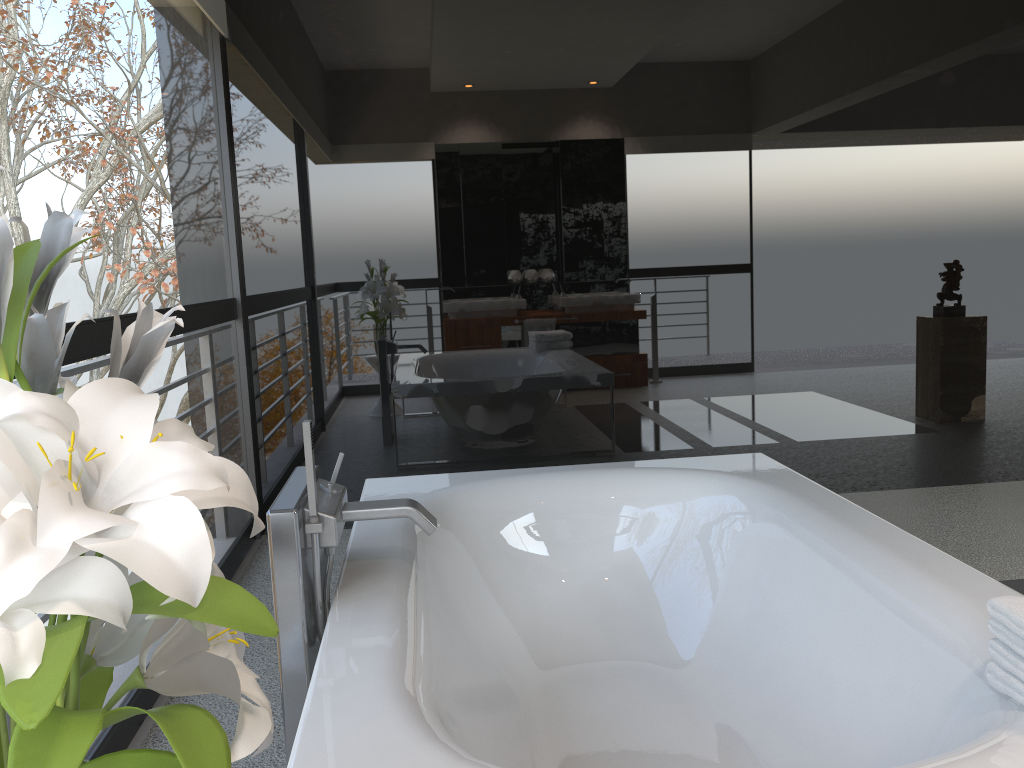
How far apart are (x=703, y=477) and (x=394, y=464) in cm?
175

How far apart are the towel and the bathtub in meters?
0.0 m

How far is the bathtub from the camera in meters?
1.5

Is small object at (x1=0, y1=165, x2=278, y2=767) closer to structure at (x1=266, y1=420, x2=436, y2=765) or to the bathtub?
the bathtub

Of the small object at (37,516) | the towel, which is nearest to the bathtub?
the towel

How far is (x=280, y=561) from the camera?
1.74m

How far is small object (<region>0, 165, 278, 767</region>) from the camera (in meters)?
0.59

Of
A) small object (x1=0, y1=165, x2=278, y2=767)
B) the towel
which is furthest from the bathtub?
small object (x1=0, y1=165, x2=278, y2=767)

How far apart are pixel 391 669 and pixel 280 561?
0.4 meters

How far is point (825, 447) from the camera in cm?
426
